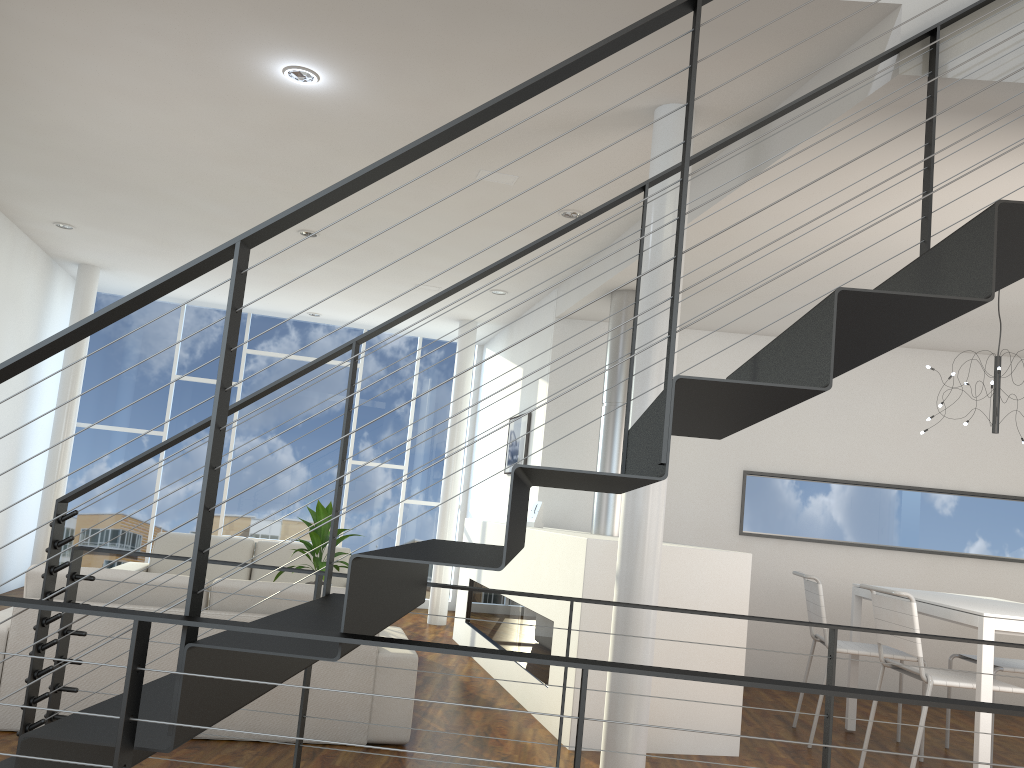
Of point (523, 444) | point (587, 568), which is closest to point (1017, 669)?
point (587, 568)

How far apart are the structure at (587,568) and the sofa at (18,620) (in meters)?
0.66

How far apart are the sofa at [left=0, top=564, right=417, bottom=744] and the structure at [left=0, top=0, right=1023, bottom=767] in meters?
0.8 m

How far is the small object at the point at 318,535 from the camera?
4.6 meters

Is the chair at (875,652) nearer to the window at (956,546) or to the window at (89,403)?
the window at (956,546)

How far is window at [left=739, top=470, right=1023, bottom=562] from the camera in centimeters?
556cm

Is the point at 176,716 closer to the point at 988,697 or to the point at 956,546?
the point at 988,697

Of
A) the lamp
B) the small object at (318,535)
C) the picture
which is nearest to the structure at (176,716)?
the lamp

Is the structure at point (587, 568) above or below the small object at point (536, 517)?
below

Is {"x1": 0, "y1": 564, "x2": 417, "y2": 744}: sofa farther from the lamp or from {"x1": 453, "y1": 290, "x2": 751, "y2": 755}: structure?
the lamp
